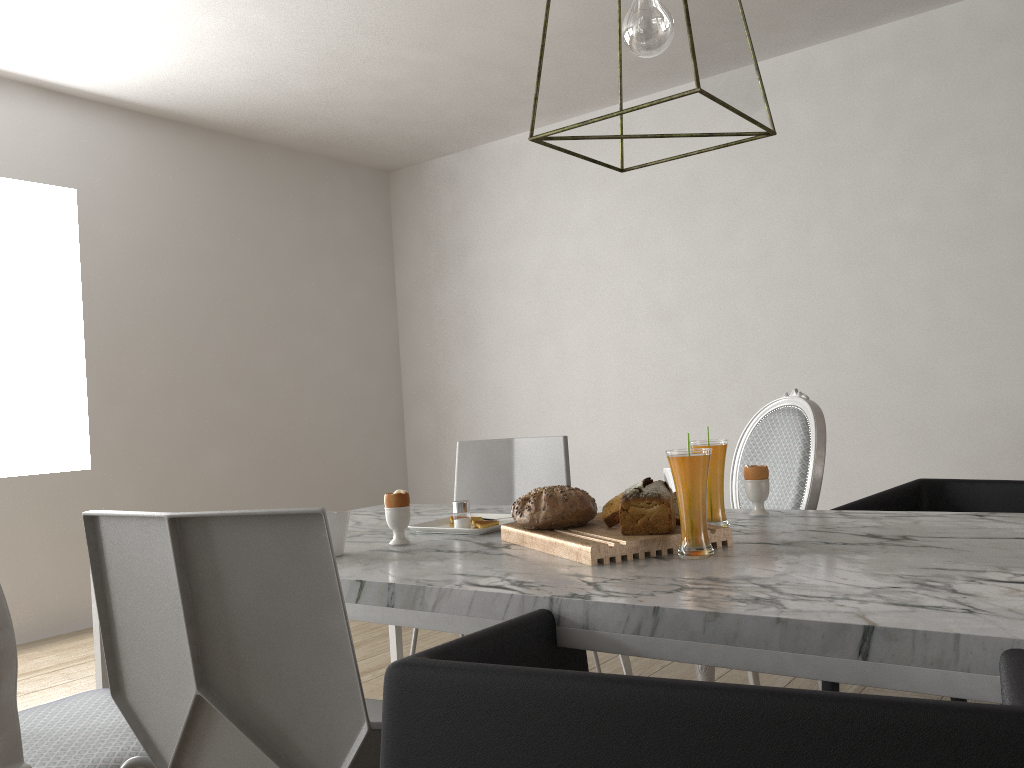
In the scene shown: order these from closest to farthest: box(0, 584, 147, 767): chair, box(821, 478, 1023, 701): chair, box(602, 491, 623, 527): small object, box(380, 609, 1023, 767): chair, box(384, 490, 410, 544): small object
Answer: box(380, 609, 1023, 767): chair, box(0, 584, 147, 767): chair, box(602, 491, 623, 527): small object, box(384, 490, 410, 544): small object, box(821, 478, 1023, 701): chair

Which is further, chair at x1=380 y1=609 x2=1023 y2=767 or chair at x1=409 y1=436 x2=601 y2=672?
chair at x1=409 y1=436 x2=601 y2=672

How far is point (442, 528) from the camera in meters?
1.8 m

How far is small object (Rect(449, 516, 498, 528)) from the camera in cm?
179

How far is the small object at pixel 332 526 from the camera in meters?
1.6

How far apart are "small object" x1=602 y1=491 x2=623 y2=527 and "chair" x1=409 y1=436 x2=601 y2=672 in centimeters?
106cm

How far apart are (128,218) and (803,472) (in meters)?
3.40

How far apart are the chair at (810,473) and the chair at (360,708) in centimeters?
87cm

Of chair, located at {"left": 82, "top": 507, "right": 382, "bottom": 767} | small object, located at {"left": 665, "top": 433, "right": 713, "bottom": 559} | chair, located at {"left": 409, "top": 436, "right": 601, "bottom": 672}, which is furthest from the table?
chair, located at {"left": 409, "top": 436, "right": 601, "bottom": 672}

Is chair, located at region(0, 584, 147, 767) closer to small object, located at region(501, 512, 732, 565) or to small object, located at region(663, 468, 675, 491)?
small object, located at region(501, 512, 732, 565)
